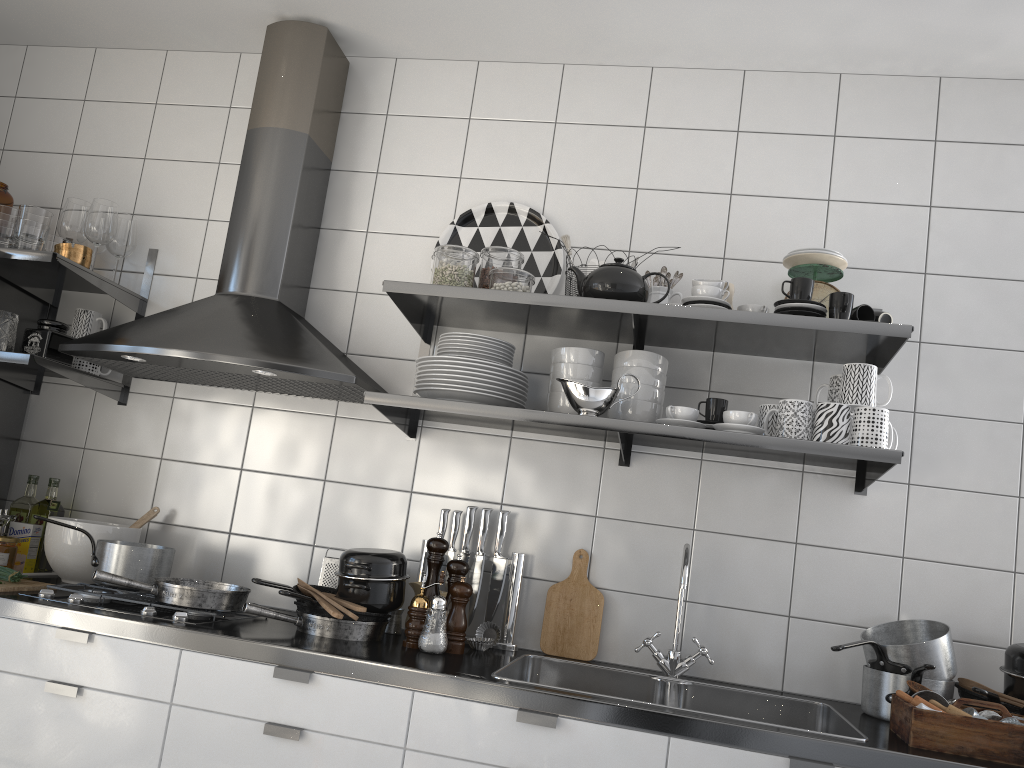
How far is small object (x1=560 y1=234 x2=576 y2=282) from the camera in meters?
2.4 m

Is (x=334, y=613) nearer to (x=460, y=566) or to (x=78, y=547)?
(x=460, y=566)

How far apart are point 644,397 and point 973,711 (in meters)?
0.98

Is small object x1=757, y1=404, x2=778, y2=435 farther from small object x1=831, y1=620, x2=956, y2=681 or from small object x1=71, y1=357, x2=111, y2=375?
small object x1=71, y1=357, x2=111, y2=375

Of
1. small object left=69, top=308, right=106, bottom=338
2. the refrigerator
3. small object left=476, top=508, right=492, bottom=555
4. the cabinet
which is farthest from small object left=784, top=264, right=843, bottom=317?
the refrigerator

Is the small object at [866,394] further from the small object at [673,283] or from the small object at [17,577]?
the small object at [17,577]

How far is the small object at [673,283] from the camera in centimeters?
242cm

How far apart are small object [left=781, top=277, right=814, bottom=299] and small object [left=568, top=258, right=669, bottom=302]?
0.3m

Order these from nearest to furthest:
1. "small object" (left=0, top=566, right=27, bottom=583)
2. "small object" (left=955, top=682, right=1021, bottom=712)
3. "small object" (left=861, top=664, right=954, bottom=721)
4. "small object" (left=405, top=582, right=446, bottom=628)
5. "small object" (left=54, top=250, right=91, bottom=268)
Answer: "small object" (left=955, top=682, right=1021, bottom=712), "small object" (left=861, top=664, right=954, bottom=721), "small object" (left=0, top=566, right=27, bottom=583), "small object" (left=405, top=582, right=446, bottom=628), "small object" (left=54, top=250, right=91, bottom=268)

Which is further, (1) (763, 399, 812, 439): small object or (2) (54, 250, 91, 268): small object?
(2) (54, 250, 91, 268): small object
